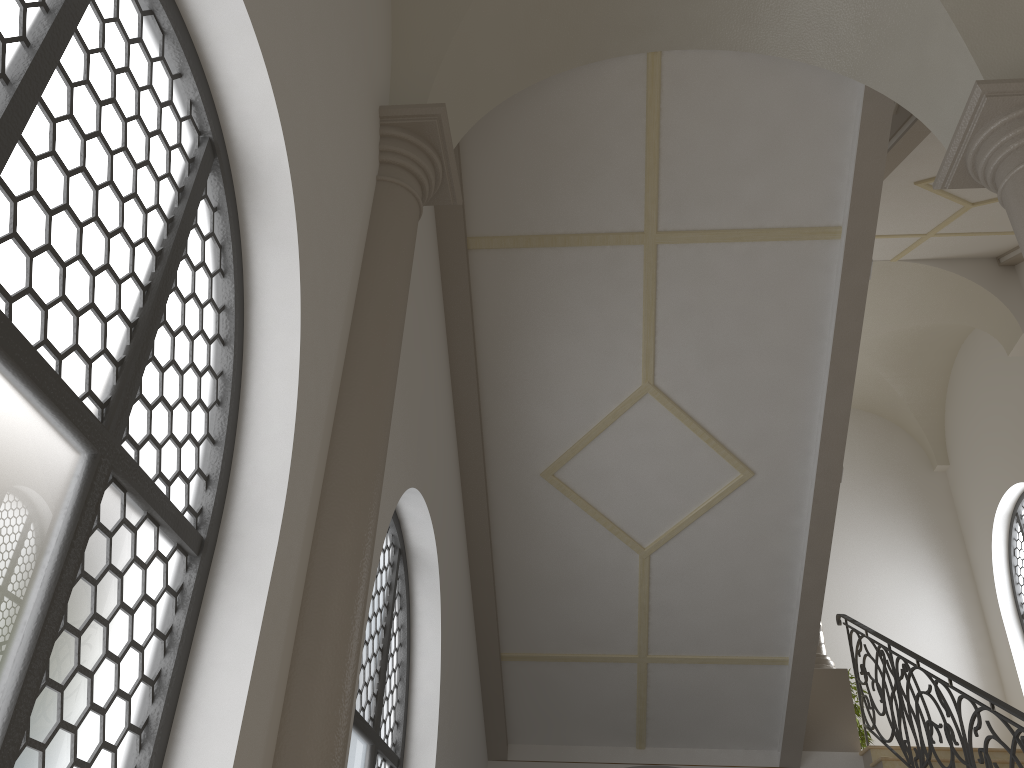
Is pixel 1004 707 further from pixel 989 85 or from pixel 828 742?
pixel 989 85

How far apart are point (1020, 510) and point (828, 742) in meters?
5.5

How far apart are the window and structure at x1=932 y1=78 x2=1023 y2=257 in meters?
8.9 m

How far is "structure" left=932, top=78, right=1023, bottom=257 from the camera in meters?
4.3

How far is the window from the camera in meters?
12.1 m

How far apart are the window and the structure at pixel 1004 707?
4.76m

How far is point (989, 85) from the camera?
4.3 meters

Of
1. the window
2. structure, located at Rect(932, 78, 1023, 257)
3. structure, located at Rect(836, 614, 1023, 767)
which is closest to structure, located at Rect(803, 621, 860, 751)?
structure, located at Rect(836, 614, 1023, 767)

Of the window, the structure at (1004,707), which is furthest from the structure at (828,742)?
the window

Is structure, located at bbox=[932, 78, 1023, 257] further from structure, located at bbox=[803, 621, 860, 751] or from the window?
the window
